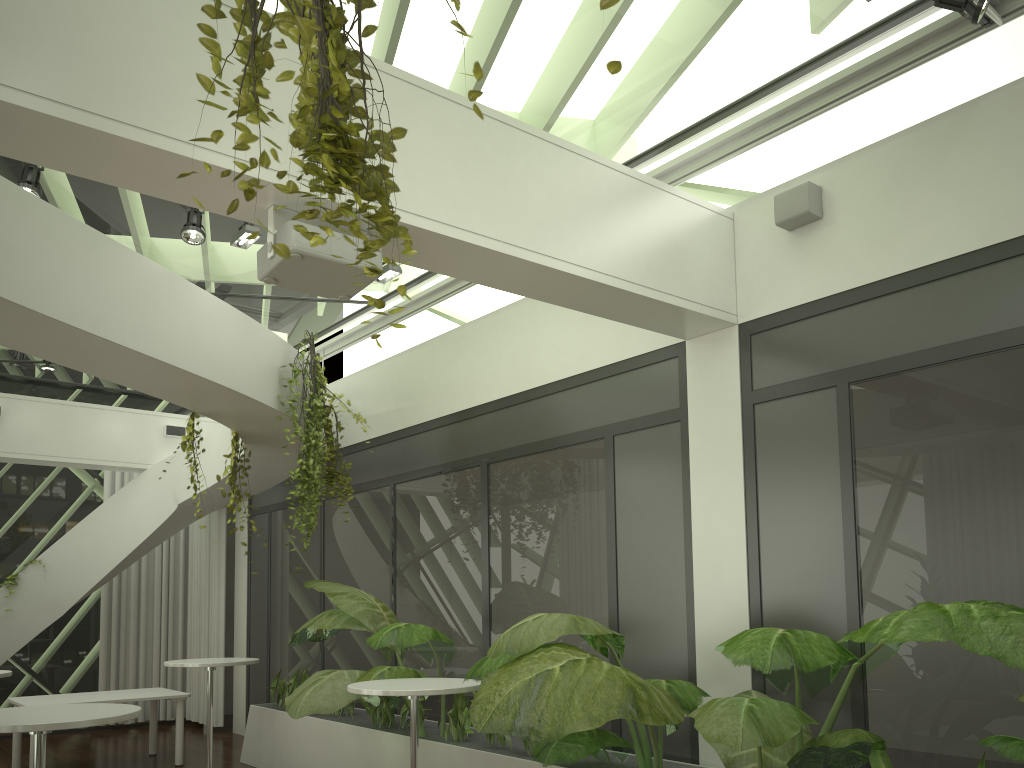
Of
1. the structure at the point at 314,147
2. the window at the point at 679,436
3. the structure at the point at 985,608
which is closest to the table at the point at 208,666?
the structure at the point at 985,608

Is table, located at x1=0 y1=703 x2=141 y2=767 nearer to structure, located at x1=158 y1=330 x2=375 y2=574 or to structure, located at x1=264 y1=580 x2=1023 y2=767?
structure, located at x1=264 y1=580 x2=1023 y2=767

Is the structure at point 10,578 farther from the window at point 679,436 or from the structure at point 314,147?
the structure at point 314,147

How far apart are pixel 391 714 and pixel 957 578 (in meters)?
4.37

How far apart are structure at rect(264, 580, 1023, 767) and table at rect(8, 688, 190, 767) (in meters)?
1.12

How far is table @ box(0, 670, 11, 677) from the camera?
6.8 meters

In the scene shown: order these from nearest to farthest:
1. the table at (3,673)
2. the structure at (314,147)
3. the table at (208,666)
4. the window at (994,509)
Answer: the structure at (314,147) < the window at (994,509) < the table at (3,673) < the table at (208,666)

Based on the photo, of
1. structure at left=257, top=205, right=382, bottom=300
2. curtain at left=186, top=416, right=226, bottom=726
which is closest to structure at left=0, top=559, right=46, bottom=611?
curtain at left=186, top=416, right=226, bottom=726

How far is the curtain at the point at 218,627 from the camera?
10.9m

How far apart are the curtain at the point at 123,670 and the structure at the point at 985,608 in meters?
4.2
